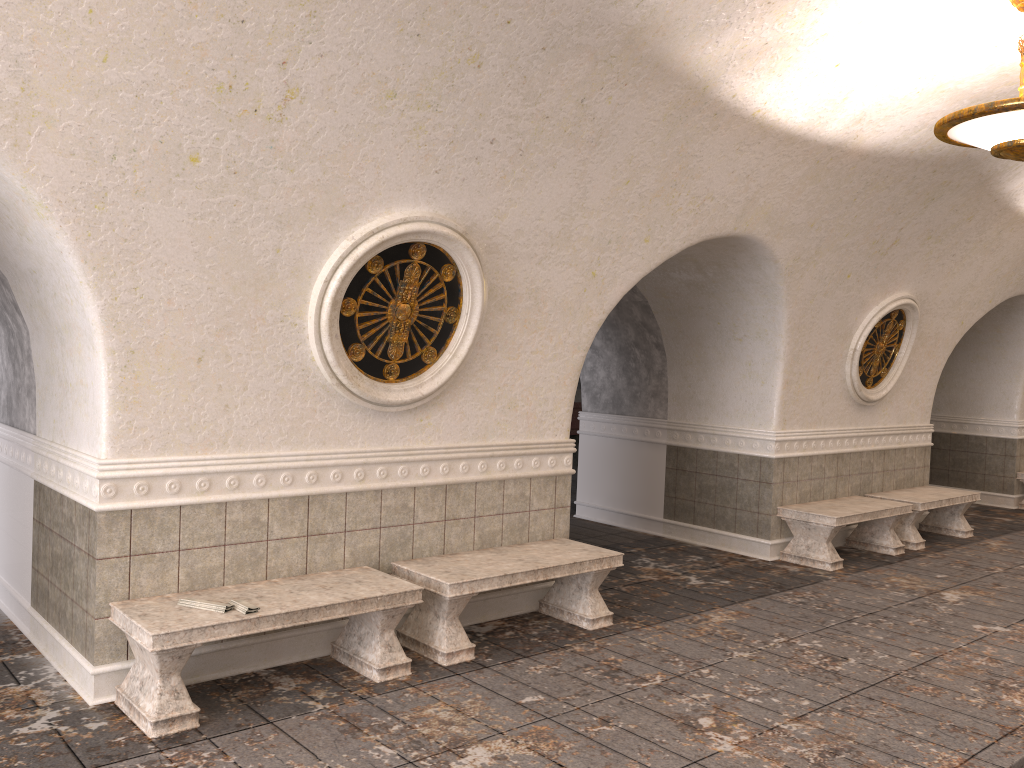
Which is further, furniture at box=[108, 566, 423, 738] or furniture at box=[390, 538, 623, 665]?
furniture at box=[390, 538, 623, 665]

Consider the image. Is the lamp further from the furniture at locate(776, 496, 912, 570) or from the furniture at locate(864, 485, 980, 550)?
the furniture at locate(864, 485, 980, 550)

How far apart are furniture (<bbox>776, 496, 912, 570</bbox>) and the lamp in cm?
368

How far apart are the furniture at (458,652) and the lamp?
3.30m

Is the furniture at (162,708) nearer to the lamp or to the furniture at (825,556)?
the lamp

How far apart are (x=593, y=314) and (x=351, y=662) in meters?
2.9

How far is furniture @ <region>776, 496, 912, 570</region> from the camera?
8.1 meters

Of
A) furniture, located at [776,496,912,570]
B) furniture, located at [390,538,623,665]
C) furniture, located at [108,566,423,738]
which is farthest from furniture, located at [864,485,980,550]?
furniture, located at [108,566,423,738]

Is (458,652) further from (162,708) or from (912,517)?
(912,517)

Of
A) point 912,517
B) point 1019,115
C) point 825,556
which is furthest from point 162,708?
point 912,517
